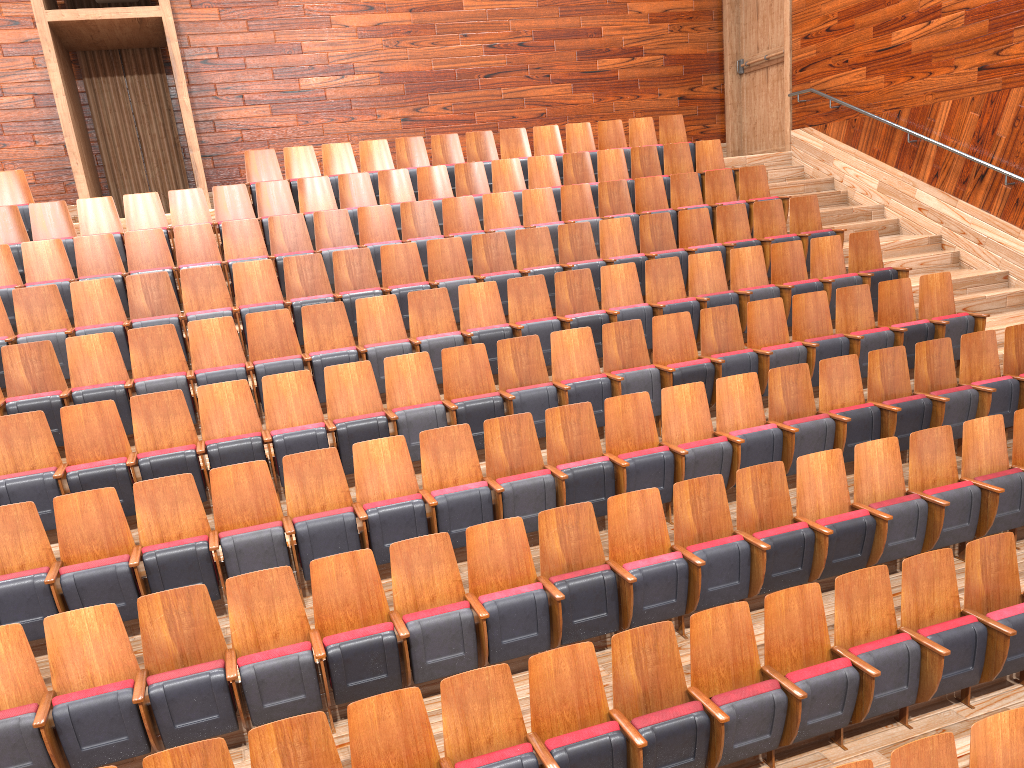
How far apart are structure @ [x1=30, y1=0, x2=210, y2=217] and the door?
0.69m

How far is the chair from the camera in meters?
0.4

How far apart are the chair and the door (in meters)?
0.15

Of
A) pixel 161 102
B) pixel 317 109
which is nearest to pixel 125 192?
pixel 161 102

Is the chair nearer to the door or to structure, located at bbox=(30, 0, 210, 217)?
structure, located at bbox=(30, 0, 210, 217)

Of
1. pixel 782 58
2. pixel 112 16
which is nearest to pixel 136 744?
pixel 112 16

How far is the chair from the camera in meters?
0.4

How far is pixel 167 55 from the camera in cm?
99

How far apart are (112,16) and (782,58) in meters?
0.8 m

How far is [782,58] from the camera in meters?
1.1 m
